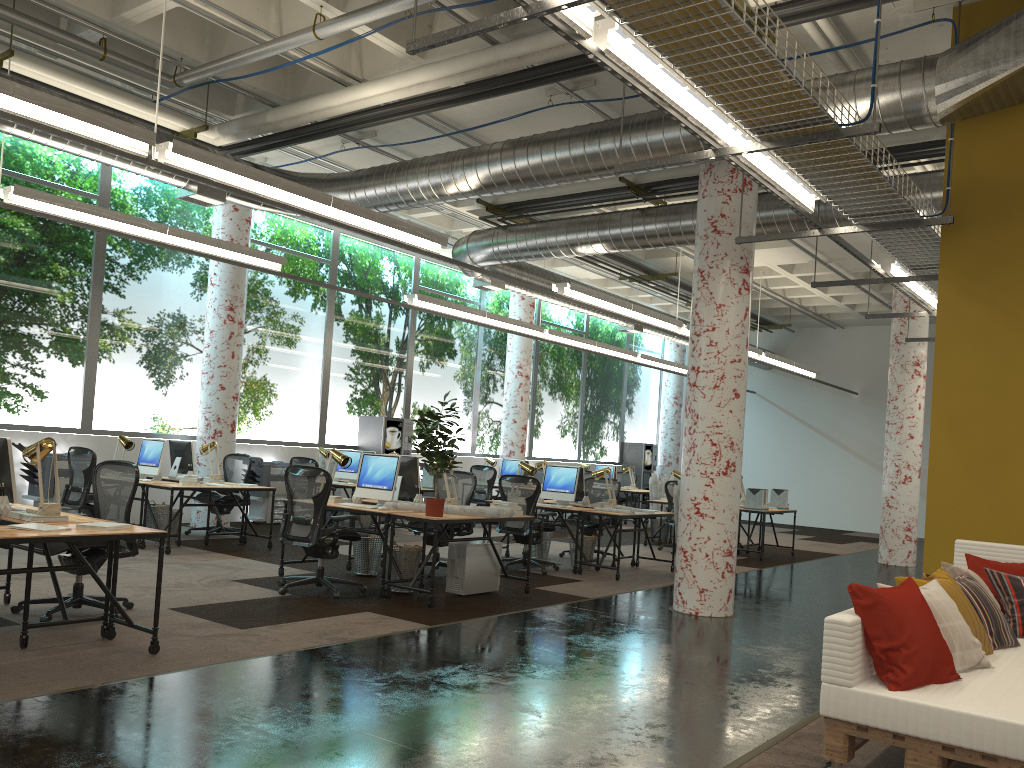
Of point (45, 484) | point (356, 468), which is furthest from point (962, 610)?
point (45, 484)

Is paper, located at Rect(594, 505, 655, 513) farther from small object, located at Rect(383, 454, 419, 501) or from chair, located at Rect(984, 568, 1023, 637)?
chair, located at Rect(984, 568, 1023, 637)

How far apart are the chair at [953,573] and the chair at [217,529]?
8.7 meters

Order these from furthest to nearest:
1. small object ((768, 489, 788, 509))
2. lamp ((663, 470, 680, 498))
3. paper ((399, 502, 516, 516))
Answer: lamp ((663, 470, 680, 498))
small object ((768, 489, 788, 509))
paper ((399, 502, 516, 516))

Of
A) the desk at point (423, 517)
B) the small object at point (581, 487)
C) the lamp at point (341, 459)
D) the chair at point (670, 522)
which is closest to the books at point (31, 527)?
the desk at point (423, 517)

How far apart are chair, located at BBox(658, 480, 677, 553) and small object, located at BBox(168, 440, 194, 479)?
6.75m

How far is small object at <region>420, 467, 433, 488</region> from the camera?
12.88m

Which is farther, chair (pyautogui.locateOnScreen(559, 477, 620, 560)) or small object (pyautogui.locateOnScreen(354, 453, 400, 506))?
chair (pyautogui.locateOnScreen(559, 477, 620, 560))

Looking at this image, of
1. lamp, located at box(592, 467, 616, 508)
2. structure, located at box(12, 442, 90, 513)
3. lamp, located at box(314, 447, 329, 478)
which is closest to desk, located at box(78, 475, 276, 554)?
structure, located at box(12, 442, 90, 513)

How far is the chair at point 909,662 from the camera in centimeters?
363cm
